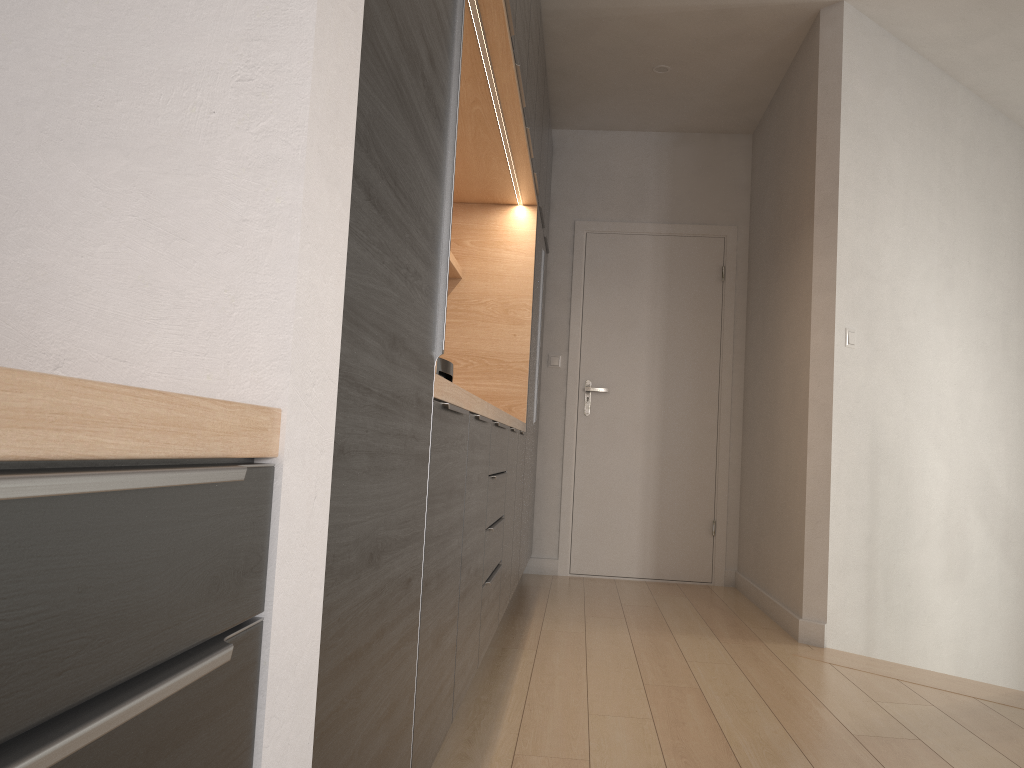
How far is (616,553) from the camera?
5.22m

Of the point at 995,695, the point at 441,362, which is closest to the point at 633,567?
the point at 995,695

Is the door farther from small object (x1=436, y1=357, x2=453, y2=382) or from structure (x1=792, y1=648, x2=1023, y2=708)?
small object (x1=436, y1=357, x2=453, y2=382)

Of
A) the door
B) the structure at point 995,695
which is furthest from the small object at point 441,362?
the door

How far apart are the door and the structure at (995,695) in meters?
1.7 m

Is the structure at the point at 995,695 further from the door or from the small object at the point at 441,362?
the small object at the point at 441,362

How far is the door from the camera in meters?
5.2 m

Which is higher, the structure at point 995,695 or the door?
the door

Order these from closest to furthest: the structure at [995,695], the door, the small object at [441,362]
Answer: the small object at [441,362] → the structure at [995,695] → the door

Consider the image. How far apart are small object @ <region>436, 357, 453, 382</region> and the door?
→ 3.44m
